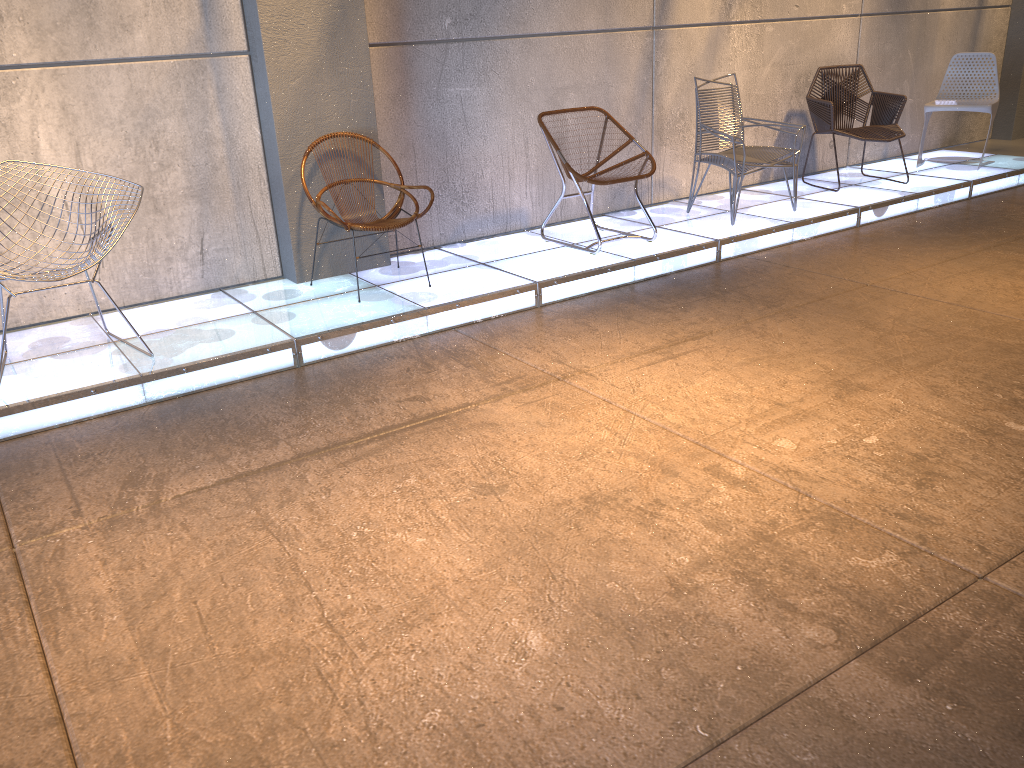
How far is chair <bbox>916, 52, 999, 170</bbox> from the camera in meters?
7.2

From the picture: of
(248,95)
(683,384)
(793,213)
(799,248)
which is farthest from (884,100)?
(248,95)

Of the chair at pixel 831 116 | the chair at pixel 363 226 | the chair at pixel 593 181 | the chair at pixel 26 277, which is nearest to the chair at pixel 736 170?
the chair at pixel 593 181

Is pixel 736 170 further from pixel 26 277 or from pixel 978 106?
pixel 26 277

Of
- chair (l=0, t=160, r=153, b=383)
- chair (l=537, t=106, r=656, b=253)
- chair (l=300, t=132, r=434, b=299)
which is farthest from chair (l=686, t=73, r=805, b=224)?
chair (l=0, t=160, r=153, b=383)

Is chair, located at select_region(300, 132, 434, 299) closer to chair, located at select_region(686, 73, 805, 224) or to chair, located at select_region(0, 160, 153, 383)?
chair, located at select_region(0, 160, 153, 383)

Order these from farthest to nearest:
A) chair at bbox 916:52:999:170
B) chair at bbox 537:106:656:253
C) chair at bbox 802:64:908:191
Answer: chair at bbox 916:52:999:170 < chair at bbox 802:64:908:191 < chair at bbox 537:106:656:253

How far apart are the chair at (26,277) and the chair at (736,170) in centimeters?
373cm

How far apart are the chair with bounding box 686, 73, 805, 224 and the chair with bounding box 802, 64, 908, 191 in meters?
0.9

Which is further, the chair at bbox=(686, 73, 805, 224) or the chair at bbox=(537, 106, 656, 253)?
the chair at bbox=(686, 73, 805, 224)
